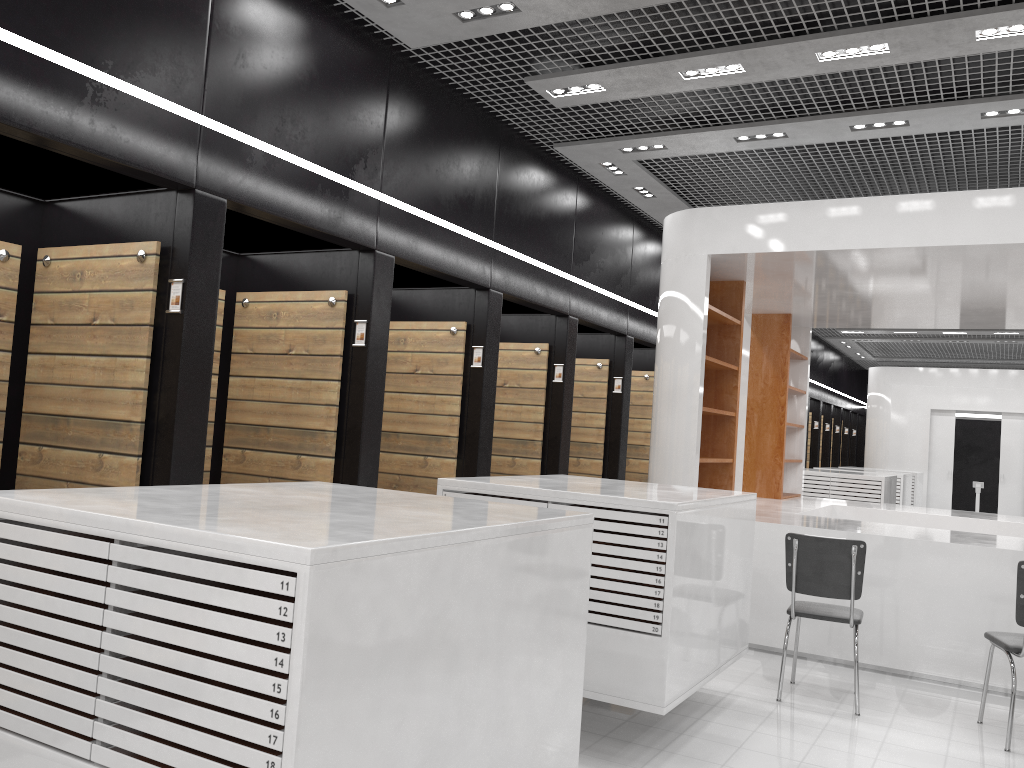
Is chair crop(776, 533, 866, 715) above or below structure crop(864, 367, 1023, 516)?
below

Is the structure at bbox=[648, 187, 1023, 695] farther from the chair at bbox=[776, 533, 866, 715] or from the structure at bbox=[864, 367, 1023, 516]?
the structure at bbox=[864, 367, 1023, 516]

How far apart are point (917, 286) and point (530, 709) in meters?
6.1

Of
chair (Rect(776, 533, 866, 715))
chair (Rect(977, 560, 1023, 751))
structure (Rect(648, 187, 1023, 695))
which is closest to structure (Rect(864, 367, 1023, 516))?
structure (Rect(648, 187, 1023, 695))

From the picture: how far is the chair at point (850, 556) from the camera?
5.11m

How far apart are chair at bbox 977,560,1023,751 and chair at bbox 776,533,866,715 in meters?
0.7

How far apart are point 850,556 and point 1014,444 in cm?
1458

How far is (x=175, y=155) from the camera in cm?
430

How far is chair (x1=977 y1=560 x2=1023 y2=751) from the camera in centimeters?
465cm

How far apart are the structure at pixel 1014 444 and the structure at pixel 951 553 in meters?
9.0 m
